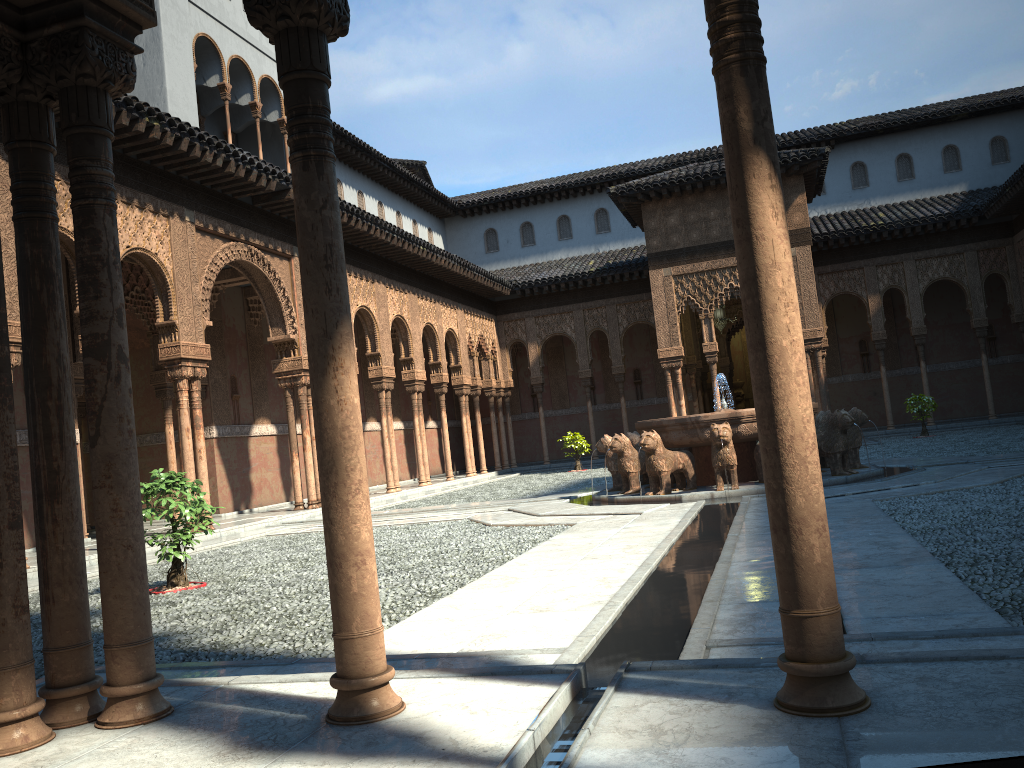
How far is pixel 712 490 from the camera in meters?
12.9 m

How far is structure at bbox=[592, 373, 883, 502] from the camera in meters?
12.9

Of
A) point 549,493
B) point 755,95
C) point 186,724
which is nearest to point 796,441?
point 755,95
